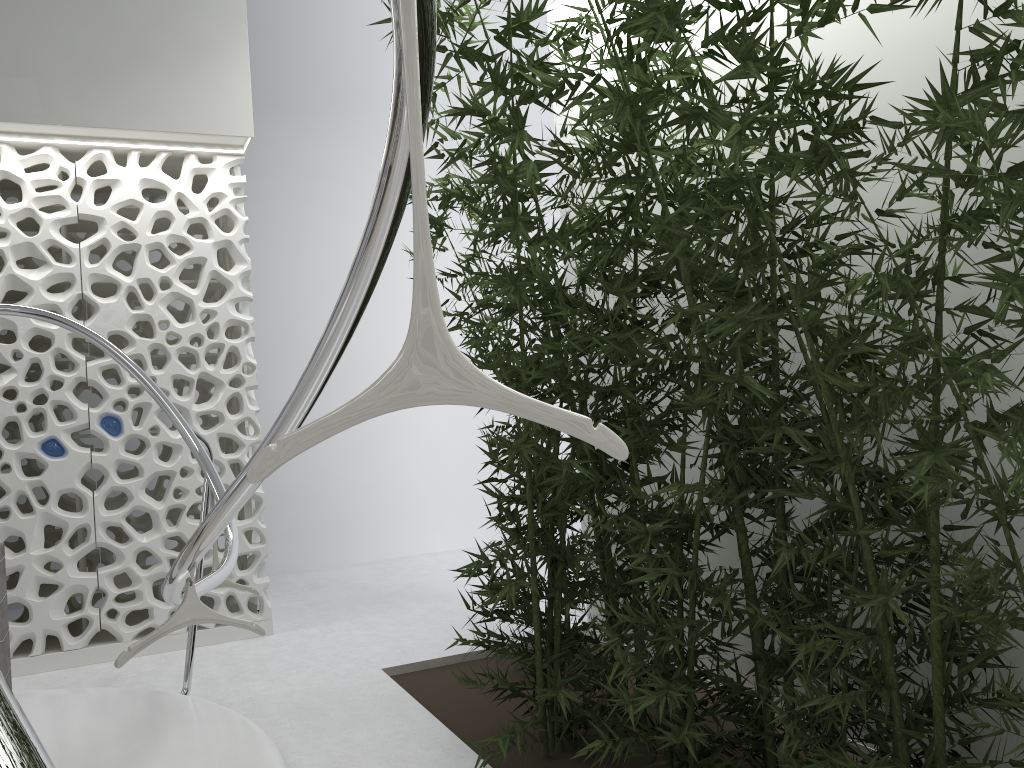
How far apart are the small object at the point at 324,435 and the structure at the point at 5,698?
0.1 meters

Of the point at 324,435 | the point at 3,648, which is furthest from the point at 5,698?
the point at 3,648

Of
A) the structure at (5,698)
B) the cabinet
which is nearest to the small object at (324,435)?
the structure at (5,698)

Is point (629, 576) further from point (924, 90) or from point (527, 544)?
point (924, 90)

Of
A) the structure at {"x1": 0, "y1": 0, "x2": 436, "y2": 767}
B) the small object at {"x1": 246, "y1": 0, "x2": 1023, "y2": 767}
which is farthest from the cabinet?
the small object at {"x1": 246, "y1": 0, "x2": 1023, "y2": 767}

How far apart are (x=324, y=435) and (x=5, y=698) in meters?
0.8

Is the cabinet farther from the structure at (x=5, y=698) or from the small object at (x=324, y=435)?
the small object at (x=324, y=435)

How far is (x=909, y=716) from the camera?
2.6 meters

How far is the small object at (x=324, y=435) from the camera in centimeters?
96cm

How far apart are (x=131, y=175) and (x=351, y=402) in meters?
5.2
